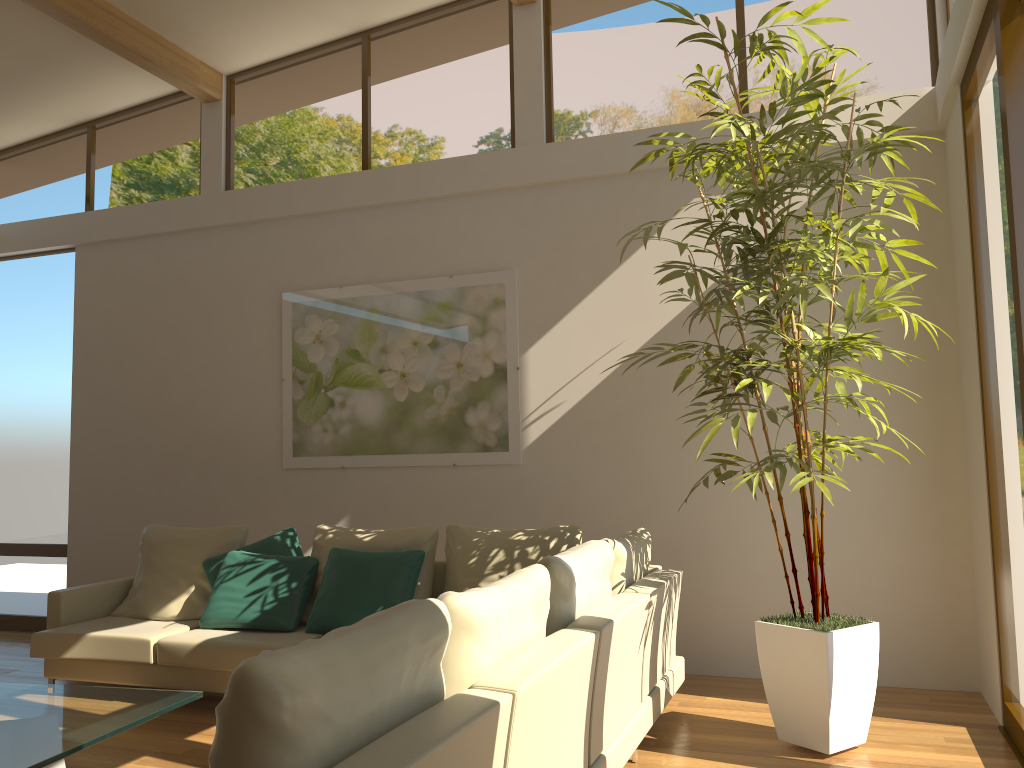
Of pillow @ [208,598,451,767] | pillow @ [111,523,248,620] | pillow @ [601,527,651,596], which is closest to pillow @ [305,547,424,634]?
pillow @ [111,523,248,620]

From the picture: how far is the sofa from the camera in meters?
2.0 m

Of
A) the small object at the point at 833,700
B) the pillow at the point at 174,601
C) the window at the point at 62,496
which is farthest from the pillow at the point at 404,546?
the window at the point at 62,496

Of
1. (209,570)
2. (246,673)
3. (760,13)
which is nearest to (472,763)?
(246,673)

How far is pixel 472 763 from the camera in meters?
2.0

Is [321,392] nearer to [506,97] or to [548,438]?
[548,438]

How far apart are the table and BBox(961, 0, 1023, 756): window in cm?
339

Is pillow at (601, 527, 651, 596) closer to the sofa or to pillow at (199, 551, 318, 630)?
the sofa

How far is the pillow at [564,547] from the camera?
4.78m

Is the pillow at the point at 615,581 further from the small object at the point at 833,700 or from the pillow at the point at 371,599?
the pillow at the point at 371,599
